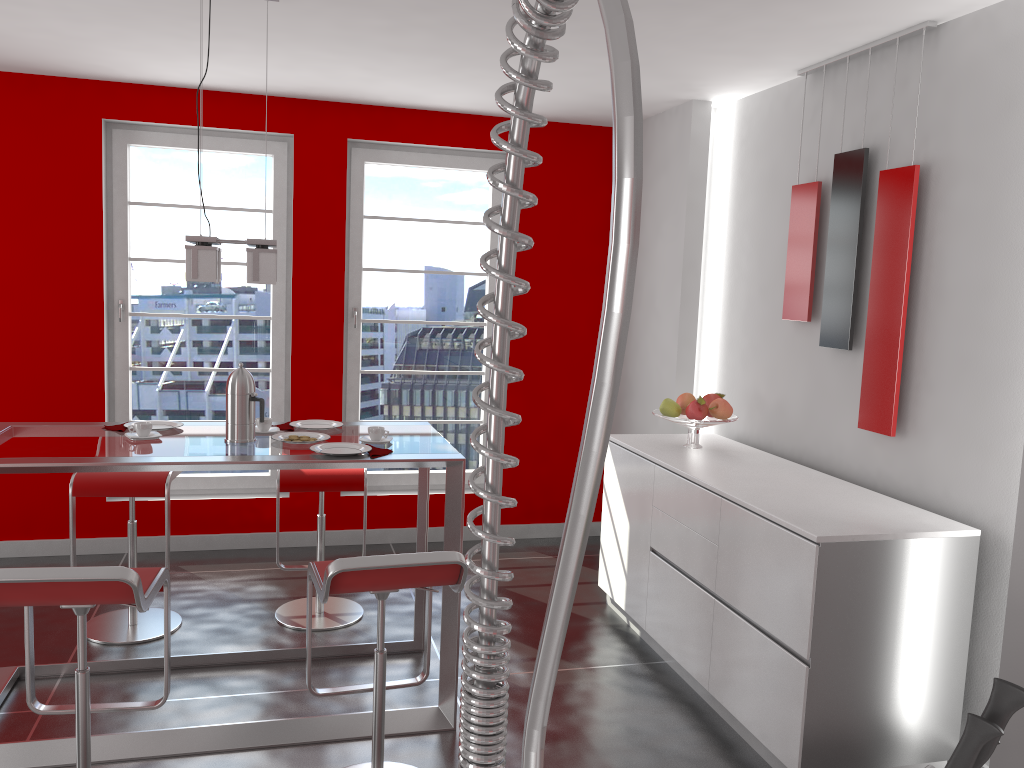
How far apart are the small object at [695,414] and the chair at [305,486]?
1.5 meters

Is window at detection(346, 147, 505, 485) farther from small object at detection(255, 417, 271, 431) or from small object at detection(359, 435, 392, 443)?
small object at detection(359, 435, 392, 443)

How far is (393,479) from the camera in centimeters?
552cm

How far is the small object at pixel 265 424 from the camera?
3.40m

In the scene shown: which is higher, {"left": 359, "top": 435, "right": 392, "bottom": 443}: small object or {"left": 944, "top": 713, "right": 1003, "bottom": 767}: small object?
{"left": 944, "top": 713, "right": 1003, "bottom": 767}: small object

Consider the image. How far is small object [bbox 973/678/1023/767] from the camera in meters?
0.9 m

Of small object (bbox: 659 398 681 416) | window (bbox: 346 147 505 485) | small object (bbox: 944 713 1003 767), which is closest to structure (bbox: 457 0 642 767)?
small object (bbox: 944 713 1003 767)

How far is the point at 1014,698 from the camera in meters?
0.9

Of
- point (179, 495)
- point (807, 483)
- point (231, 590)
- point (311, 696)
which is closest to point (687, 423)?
point (807, 483)

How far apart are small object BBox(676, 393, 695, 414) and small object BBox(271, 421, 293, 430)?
1.84m
